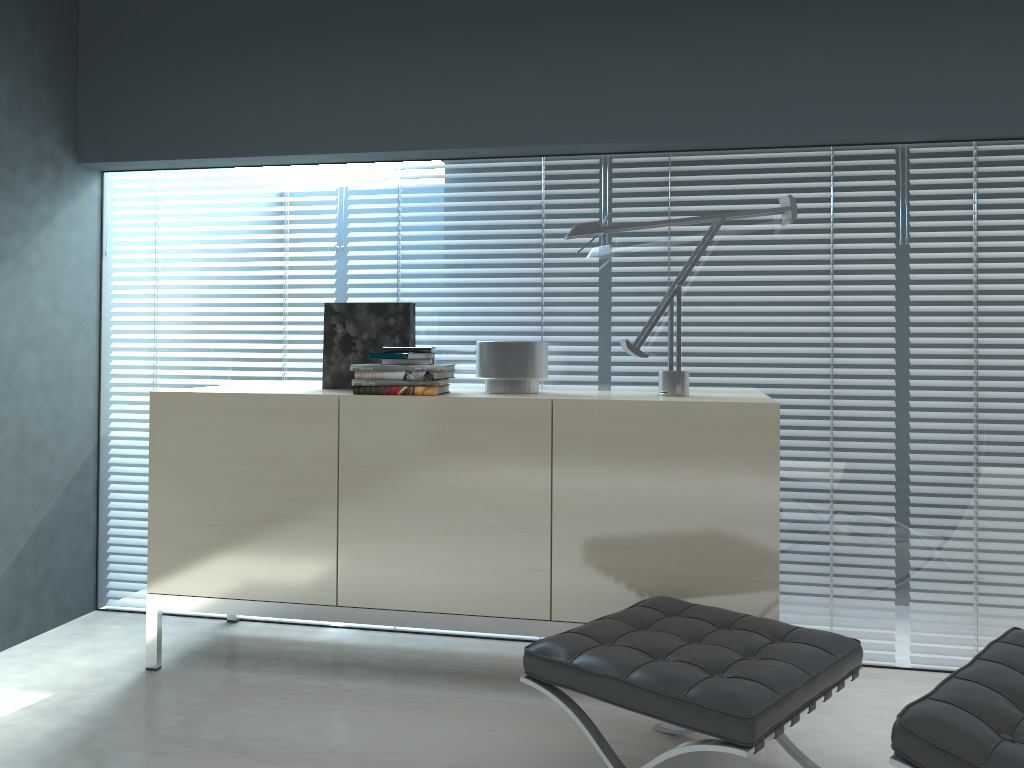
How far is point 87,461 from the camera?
3.4 meters

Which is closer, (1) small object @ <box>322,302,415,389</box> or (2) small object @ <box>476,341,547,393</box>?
(2) small object @ <box>476,341,547,393</box>

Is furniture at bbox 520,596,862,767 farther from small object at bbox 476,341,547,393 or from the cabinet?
small object at bbox 476,341,547,393

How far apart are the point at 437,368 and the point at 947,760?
1.70m

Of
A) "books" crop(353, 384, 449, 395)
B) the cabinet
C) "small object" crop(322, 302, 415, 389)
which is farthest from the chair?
"small object" crop(322, 302, 415, 389)

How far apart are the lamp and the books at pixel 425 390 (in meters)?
0.59

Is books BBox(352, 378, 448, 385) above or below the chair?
above

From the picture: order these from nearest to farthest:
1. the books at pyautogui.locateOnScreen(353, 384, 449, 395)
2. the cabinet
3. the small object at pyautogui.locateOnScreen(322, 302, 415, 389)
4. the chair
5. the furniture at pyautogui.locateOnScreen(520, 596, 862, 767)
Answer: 1. the chair
2. the furniture at pyautogui.locateOnScreen(520, 596, 862, 767)
3. the cabinet
4. the books at pyautogui.locateOnScreen(353, 384, 449, 395)
5. the small object at pyautogui.locateOnScreen(322, 302, 415, 389)

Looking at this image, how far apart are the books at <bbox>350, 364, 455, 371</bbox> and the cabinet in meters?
0.1

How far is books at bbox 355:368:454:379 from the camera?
2.7m
